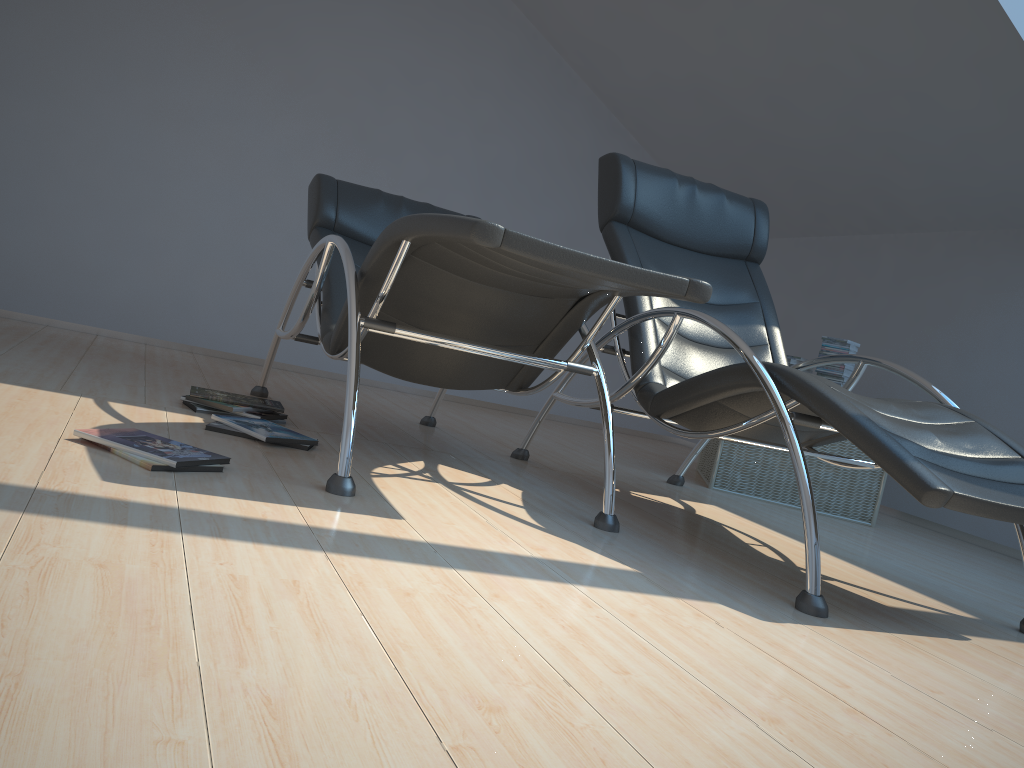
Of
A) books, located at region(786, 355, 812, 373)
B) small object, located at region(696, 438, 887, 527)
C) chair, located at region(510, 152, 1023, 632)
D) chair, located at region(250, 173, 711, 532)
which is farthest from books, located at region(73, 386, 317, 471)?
books, located at region(786, 355, 812, 373)

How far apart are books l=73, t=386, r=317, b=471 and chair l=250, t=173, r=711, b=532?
0.3m

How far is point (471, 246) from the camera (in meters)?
2.08

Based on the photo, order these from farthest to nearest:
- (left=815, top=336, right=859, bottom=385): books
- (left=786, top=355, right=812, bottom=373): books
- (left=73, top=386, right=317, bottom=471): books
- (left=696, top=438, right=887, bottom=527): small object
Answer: (left=786, top=355, right=812, bottom=373): books → (left=815, top=336, right=859, bottom=385): books → (left=696, top=438, right=887, bottom=527): small object → (left=73, top=386, right=317, bottom=471): books

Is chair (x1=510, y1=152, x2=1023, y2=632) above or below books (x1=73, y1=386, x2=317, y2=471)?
above

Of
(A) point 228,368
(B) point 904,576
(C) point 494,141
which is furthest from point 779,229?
(A) point 228,368

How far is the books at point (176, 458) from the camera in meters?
2.0 m

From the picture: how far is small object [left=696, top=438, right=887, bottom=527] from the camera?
3.9 meters

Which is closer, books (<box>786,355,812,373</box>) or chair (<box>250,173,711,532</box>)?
chair (<box>250,173,711,532</box>)

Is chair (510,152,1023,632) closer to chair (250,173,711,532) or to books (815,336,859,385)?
chair (250,173,711,532)
